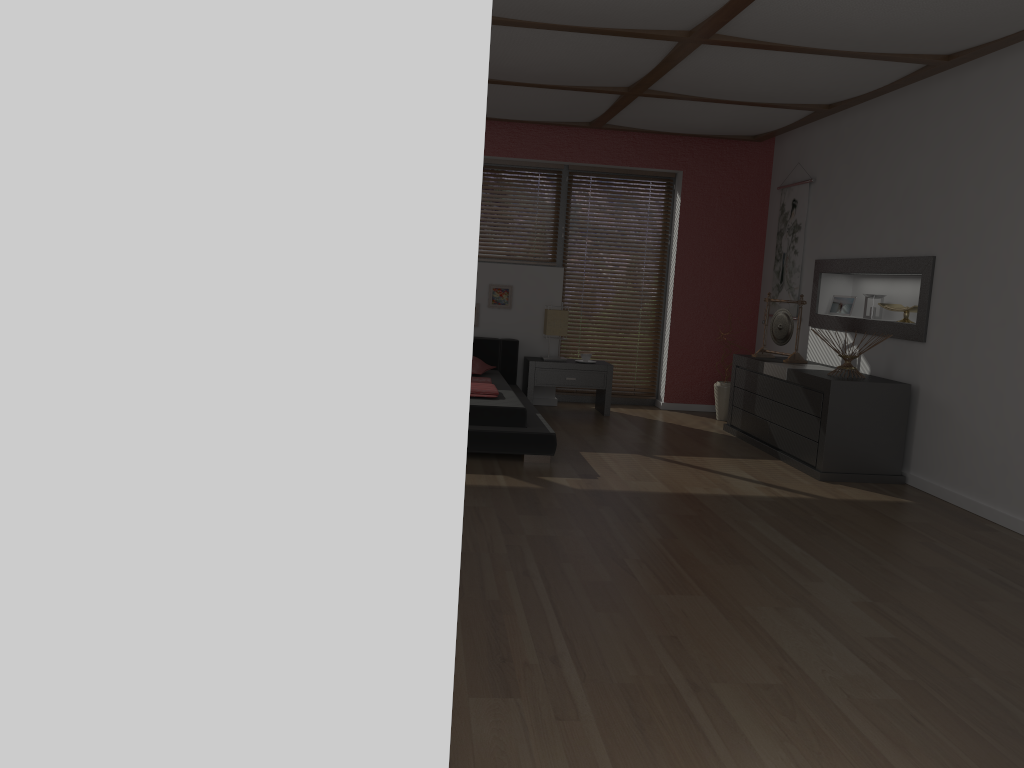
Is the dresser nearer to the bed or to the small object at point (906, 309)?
the small object at point (906, 309)

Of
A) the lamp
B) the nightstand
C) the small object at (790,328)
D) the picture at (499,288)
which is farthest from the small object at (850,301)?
the picture at (499,288)

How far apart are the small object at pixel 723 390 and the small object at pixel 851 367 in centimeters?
185cm

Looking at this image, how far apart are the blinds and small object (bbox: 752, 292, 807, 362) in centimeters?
144cm

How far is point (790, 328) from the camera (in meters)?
6.47

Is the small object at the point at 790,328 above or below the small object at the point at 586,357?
above

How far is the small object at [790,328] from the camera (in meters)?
6.47

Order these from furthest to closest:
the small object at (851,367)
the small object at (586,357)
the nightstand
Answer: the small object at (586,357) → the nightstand → the small object at (851,367)

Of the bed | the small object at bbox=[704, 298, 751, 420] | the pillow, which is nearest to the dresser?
the small object at bbox=[704, 298, 751, 420]

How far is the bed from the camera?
5.25m
